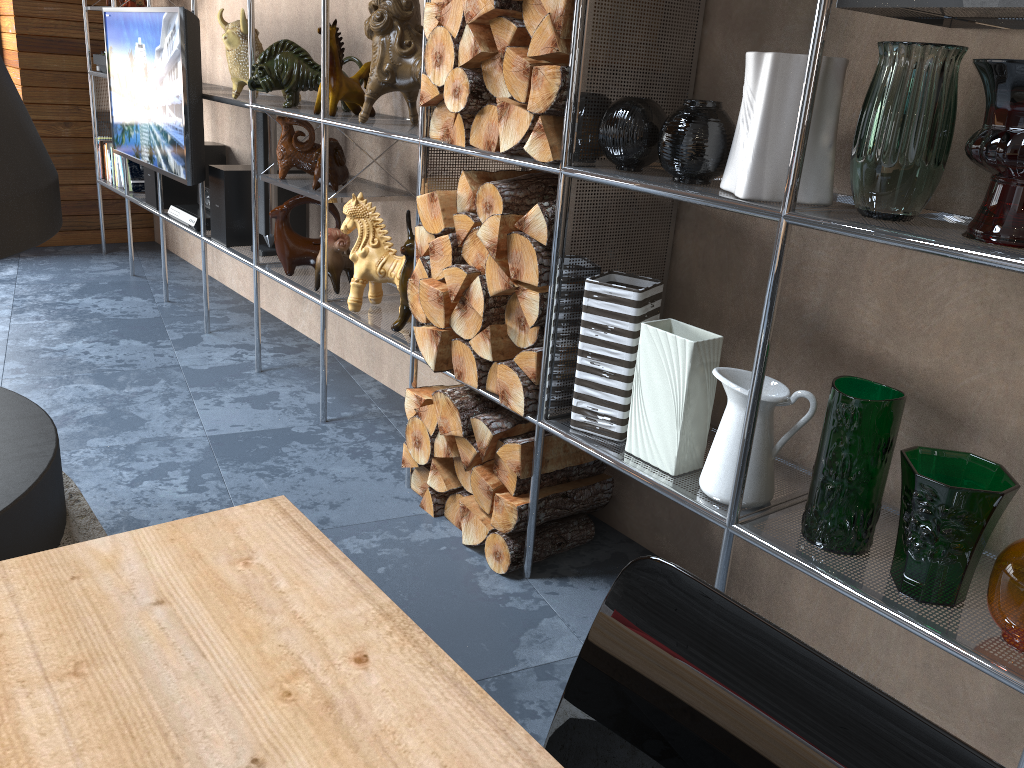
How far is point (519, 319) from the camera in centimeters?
209cm

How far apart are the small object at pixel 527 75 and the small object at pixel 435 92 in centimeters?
27cm

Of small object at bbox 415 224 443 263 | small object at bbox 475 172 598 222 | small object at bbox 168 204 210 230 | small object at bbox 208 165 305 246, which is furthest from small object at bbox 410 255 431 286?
small object at bbox 168 204 210 230

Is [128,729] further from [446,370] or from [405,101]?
[405,101]

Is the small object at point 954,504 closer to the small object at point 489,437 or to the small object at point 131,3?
the small object at point 489,437

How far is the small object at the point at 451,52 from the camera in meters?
2.1

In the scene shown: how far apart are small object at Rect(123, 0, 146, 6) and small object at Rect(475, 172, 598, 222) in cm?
322

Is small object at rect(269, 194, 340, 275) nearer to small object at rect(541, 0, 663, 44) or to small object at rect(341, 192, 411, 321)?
small object at rect(341, 192, 411, 321)

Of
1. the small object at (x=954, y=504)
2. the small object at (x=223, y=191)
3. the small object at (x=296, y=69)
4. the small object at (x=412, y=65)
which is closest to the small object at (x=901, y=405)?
the small object at (x=954, y=504)

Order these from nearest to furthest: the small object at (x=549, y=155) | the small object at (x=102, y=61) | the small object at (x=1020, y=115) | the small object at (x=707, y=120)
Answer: the small object at (x=1020, y=115)
the small object at (x=707, y=120)
the small object at (x=549, y=155)
the small object at (x=102, y=61)
